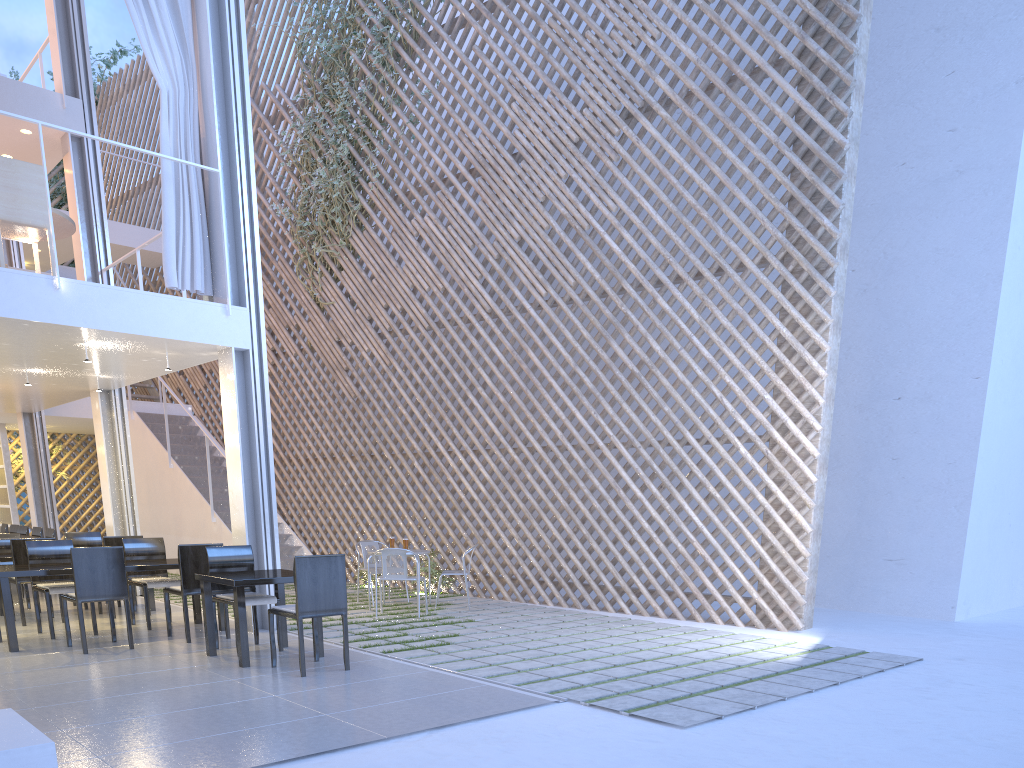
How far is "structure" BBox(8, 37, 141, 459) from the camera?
8.5m

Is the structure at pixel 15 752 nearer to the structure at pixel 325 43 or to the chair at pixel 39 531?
the chair at pixel 39 531

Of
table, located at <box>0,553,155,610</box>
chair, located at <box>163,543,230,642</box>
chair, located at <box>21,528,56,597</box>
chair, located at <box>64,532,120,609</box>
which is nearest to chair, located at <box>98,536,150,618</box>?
table, located at <box>0,553,155,610</box>

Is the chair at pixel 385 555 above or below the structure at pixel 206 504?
below

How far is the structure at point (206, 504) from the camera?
6.4 meters

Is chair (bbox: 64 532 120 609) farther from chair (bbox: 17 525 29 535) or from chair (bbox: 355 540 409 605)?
chair (bbox: 355 540 409 605)

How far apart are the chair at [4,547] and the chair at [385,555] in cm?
210

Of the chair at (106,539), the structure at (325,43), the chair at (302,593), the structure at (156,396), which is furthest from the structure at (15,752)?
the structure at (156,396)

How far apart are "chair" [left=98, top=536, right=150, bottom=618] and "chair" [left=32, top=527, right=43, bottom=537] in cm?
169

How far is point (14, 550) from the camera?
3.9m
